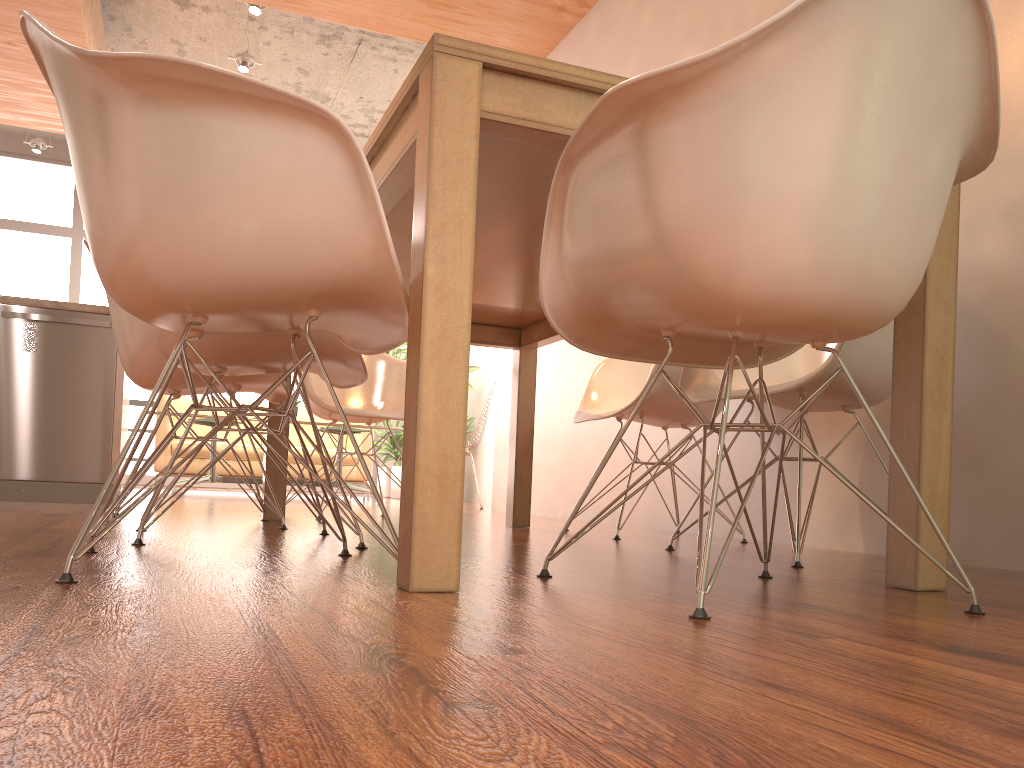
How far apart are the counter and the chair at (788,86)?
3.1m

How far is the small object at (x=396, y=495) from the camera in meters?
8.2 m

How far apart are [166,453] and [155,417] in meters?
1.0

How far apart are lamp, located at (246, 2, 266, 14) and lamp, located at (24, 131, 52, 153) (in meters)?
3.57

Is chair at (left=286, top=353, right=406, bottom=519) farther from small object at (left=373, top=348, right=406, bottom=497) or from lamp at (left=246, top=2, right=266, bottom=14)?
small object at (left=373, top=348, right=406, bottom=497)

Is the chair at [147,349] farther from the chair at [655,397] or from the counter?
the counter

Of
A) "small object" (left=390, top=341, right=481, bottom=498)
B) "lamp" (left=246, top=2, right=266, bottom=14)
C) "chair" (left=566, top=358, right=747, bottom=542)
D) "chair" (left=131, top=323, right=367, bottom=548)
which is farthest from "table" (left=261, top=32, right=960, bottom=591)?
"small object" (left=390, top=341, right=481, bottom=498)

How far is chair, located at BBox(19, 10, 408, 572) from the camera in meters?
1.3 m

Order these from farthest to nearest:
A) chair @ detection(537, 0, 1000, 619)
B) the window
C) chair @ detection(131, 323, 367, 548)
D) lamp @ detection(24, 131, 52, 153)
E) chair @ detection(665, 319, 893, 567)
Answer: the window < lamp @ detection(24, 131, 52, 153) < chair @ detection(665, 319, 893, 567) < chair @ detection(131, 323, 367, 548) < chair @ detection(537, 0, 1000, 619)

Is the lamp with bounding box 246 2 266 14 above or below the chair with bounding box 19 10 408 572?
above
